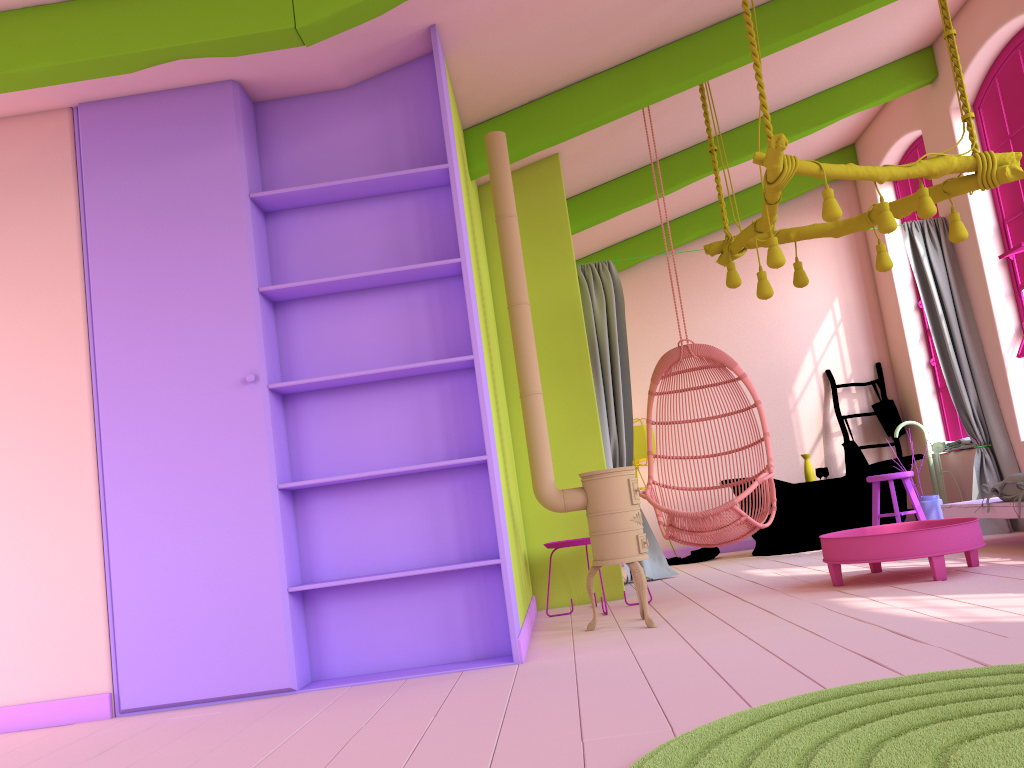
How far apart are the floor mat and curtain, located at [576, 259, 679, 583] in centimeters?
473cm

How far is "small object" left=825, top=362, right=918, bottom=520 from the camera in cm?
905

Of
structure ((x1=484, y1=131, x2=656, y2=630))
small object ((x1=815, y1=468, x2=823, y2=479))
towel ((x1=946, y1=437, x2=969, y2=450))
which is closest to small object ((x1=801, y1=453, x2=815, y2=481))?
small object ((x1=815, y1=468, x2=823, y2=479))

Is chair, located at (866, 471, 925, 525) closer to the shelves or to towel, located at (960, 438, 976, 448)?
towel, located at (960, 438, 976, 448)

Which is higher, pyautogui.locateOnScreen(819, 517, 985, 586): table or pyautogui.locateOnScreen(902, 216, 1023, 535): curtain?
pyautogui.locateOnScreen(902, 216, 1023, 535): curtain

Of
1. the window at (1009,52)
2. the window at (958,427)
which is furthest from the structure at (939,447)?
the window at (1009,52)

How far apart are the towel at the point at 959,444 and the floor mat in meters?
6.3 m

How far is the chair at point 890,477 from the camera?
7.05m

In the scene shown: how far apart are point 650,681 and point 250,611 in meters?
1.9 m

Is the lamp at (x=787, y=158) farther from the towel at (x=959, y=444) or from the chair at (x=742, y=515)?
the towel at (x=959, y=444)
